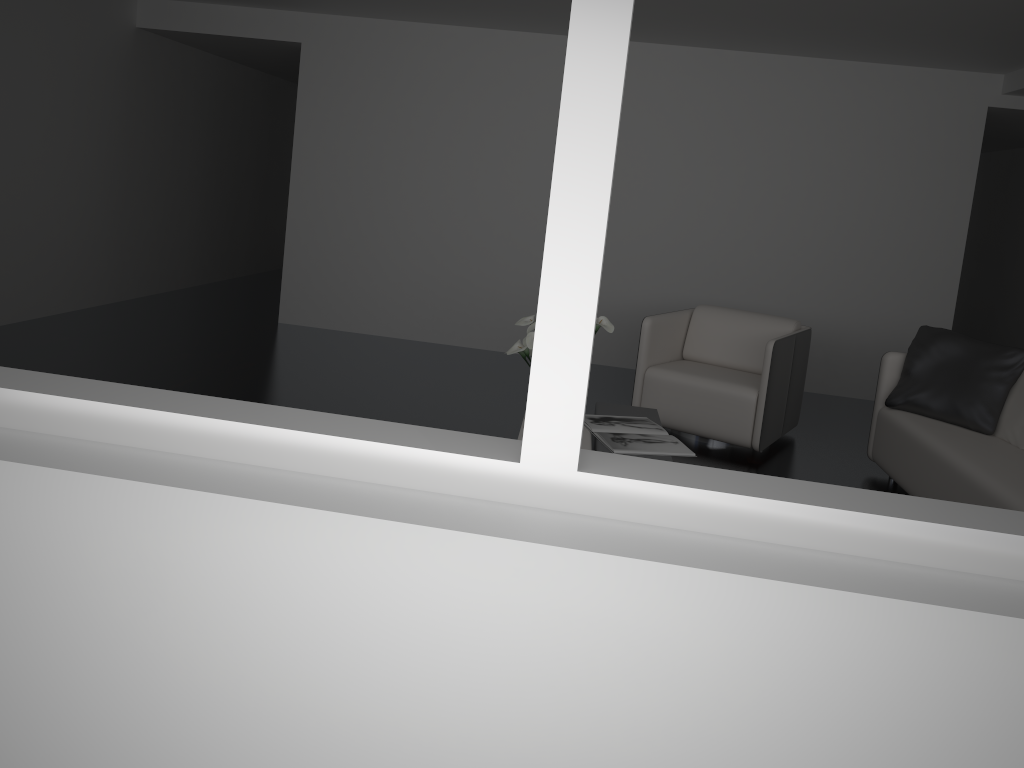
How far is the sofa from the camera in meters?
3.5

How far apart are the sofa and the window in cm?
231

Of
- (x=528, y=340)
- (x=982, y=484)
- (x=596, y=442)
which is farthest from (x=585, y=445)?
(x=982, y=484)

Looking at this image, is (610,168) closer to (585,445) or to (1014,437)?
(585,445)

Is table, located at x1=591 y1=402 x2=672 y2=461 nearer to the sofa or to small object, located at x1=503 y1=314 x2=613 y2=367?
small object, located at x1=503 y1=314 x2=613 y2=367

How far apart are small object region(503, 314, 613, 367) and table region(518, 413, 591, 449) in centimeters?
43cm

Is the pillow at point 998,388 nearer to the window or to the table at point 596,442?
the table at point 596,442

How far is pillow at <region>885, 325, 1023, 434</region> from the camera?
4.3 meters

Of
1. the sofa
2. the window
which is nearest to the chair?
the sofa

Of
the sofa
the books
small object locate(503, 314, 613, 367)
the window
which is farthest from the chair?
the window
